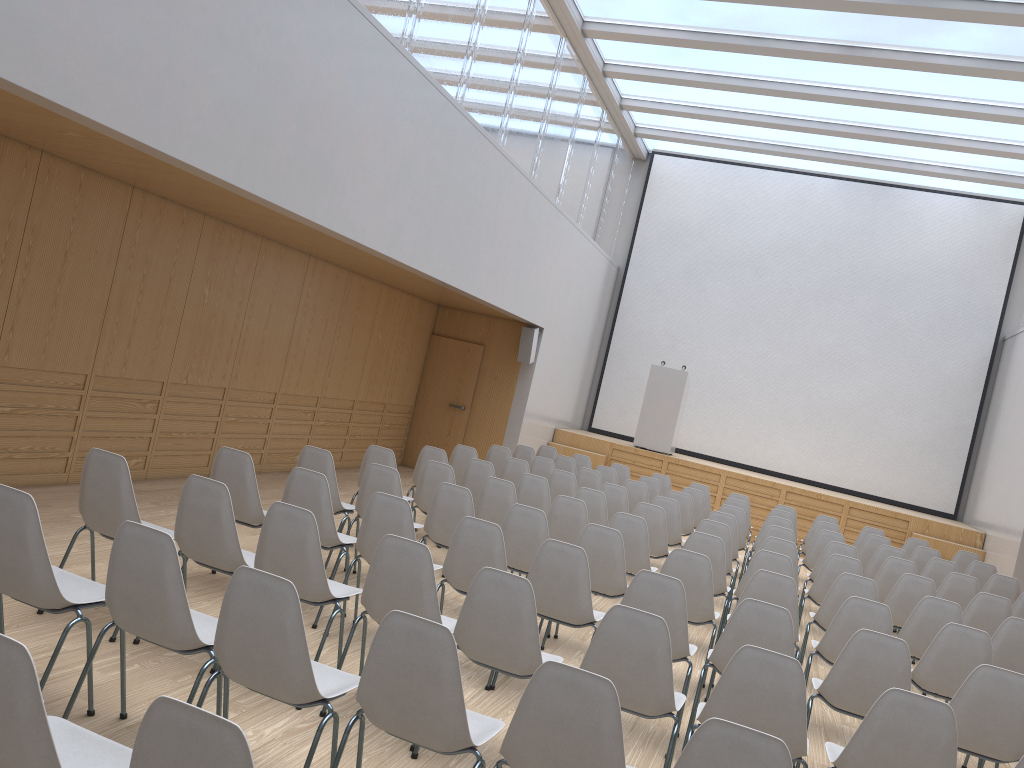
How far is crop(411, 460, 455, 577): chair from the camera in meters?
7.0 m

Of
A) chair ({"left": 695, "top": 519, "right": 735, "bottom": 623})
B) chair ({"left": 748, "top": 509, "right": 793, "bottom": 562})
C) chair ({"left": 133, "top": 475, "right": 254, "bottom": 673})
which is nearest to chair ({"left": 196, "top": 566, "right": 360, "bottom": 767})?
chair ({"left": 133, "top": 475, "right": 254, "bottom": 673})

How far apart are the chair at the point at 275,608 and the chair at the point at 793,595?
2.9 meters

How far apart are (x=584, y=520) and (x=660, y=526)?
1.09m

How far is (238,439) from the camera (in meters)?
9.31

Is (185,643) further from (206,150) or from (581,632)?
(581,632)

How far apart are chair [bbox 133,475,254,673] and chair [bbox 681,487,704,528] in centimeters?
663cm

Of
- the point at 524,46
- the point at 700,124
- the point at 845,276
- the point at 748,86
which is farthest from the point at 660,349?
the point at 524,46

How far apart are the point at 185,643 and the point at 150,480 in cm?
544

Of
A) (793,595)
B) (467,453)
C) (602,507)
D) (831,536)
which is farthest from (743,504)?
(793,595)
